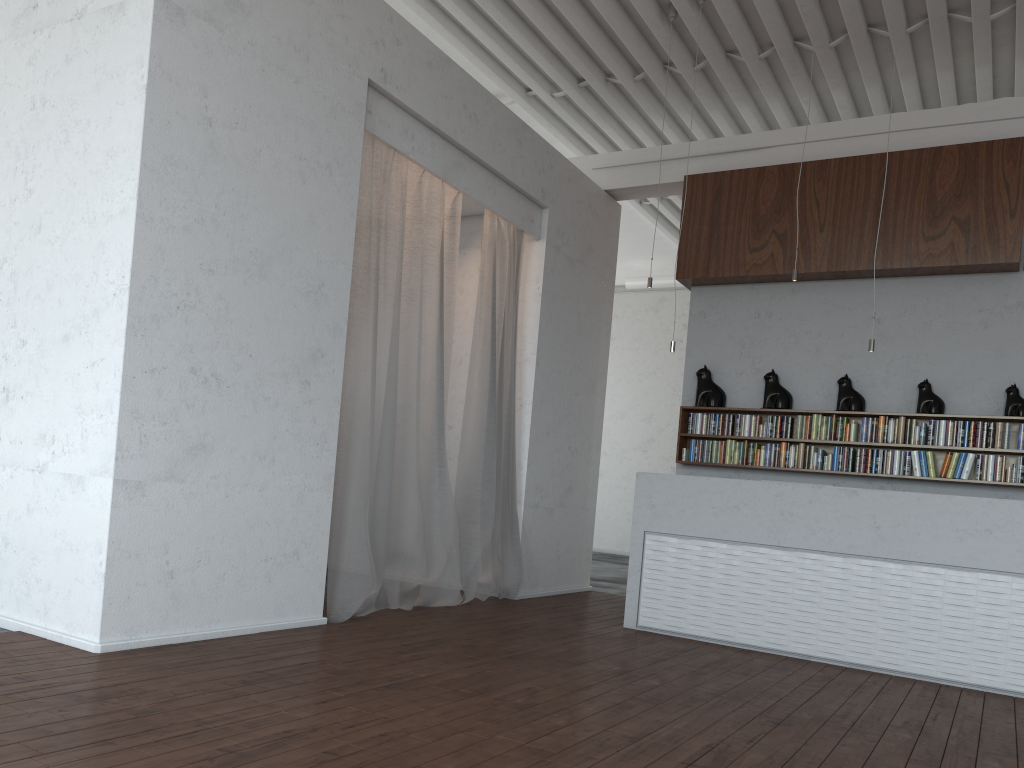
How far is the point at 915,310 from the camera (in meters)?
7.35
